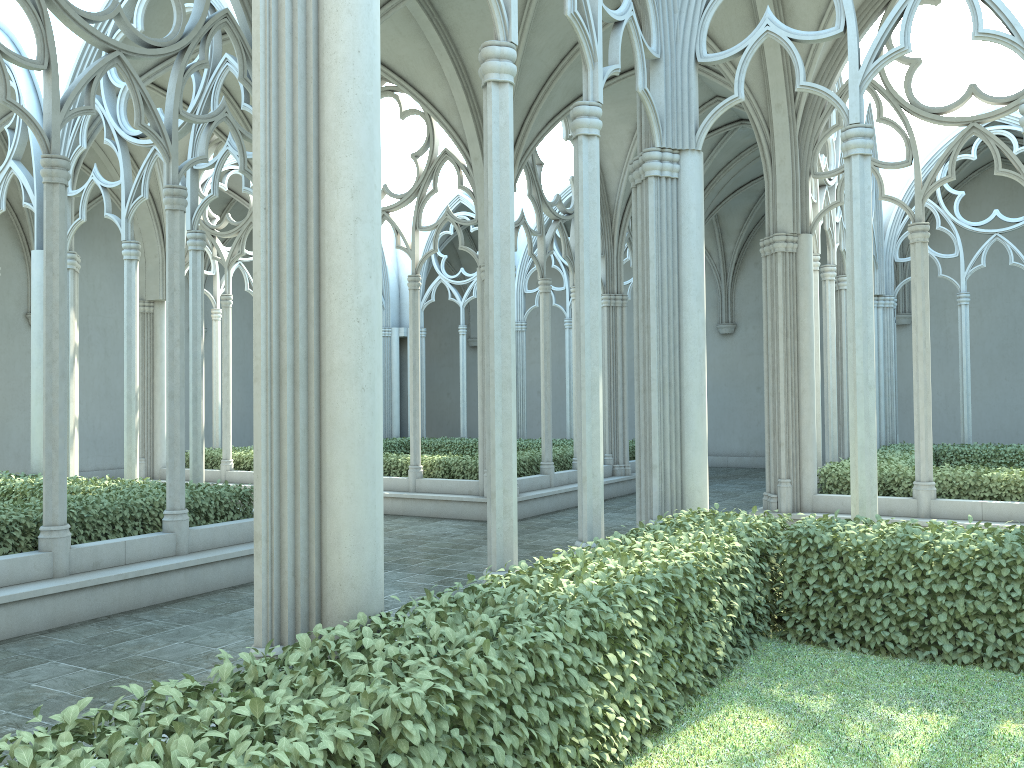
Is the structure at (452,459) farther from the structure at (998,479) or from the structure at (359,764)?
the structure at (359,764)

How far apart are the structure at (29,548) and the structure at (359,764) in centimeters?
520cm

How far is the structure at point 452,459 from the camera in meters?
15.2 m

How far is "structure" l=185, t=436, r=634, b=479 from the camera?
15.2 meters

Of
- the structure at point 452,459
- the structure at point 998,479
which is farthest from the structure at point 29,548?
the structure at point 998,479

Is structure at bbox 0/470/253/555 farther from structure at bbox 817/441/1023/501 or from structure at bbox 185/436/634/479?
structure at bbox 817/441/1023/501

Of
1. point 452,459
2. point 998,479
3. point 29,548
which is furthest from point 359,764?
point 452,459

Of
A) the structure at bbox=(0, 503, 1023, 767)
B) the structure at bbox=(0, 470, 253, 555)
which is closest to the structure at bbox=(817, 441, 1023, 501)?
the structure at bbox=(0, 503, 1023, 767)

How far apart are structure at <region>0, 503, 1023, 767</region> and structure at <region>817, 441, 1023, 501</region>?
5.2m

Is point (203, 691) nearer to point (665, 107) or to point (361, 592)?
point (361, 592)
